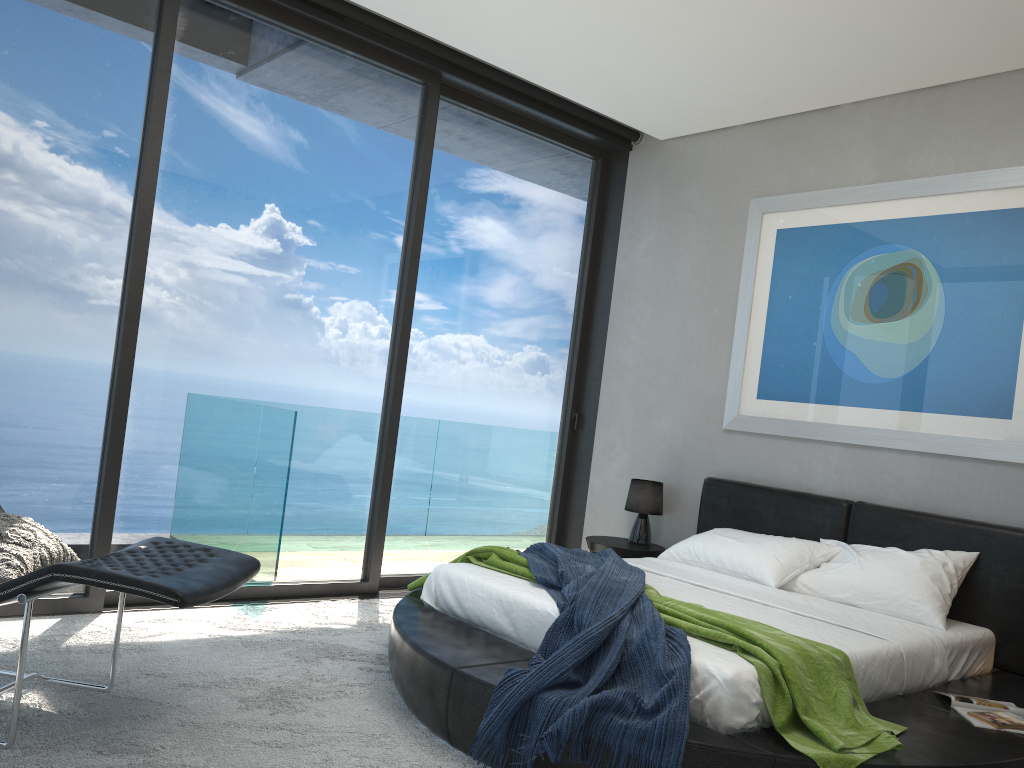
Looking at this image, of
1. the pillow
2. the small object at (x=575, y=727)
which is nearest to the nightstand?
the small object at (x=575, y=727)

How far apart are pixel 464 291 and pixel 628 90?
1.56m

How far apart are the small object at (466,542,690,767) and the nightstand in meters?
0.8 m

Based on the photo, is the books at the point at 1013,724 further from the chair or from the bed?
the chair

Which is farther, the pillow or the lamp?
the lamp

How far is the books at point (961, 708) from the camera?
3.3 meters

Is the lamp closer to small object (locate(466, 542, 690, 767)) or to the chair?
small object (locate(466, 542, 690, 767))

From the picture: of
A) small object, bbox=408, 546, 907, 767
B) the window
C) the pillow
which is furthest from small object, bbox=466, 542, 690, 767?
the pillow

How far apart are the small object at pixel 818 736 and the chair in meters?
1.1 m

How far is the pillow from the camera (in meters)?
2.78
